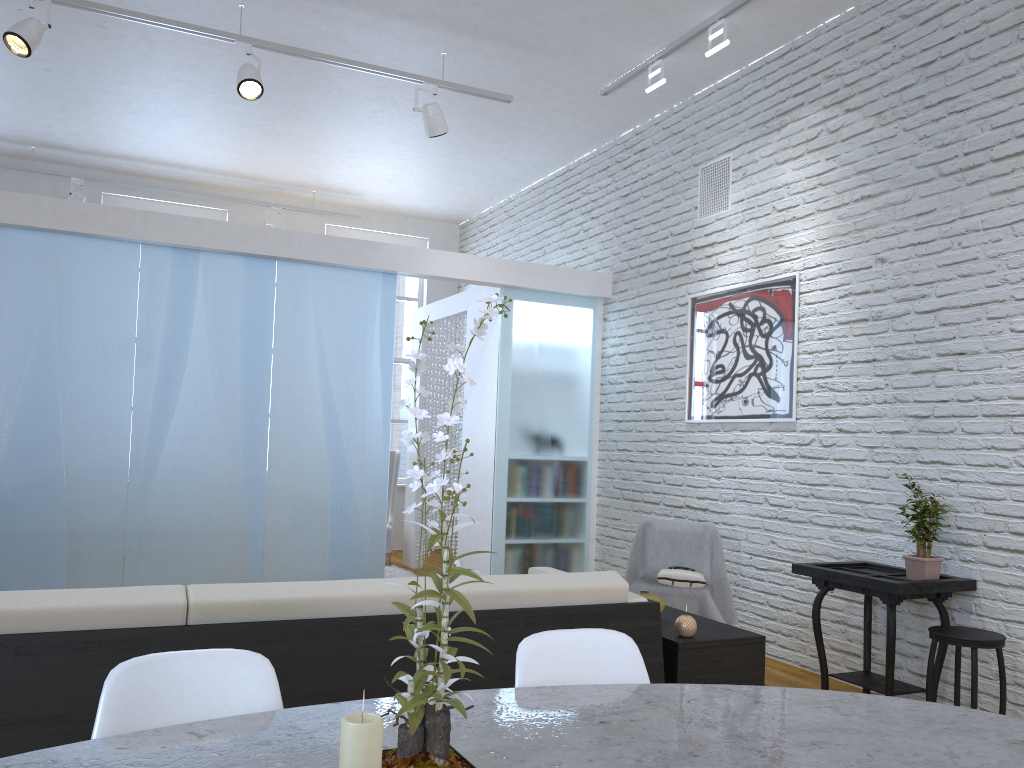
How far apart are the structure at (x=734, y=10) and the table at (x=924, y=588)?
2.6m

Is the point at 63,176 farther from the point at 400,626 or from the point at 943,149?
the point at 943,149

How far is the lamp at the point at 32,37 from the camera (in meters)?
4.06

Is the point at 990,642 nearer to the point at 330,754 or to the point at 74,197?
the point at 330,754

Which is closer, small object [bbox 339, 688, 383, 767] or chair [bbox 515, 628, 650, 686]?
small object [bbox 339, 688, 383, 767]

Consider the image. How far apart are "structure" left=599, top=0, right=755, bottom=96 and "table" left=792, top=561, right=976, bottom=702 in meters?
2.6 m

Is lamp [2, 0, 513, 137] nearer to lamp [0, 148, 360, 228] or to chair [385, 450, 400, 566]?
lamp [0, 148, 360, 228]

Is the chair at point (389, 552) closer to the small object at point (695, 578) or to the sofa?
the small object at point (695, 578)

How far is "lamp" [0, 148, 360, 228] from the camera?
7.04m

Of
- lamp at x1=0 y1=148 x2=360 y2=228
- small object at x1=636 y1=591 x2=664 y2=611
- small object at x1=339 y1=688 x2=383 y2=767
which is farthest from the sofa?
lamp at x1=0 y1=148 x2=360 y2=228
